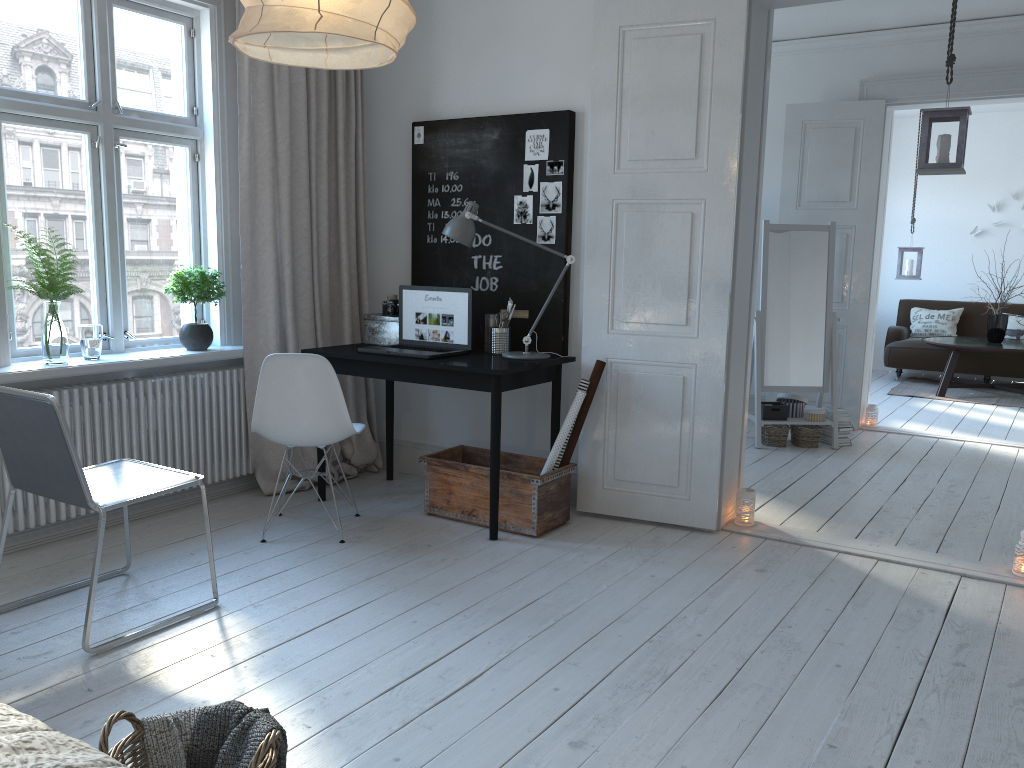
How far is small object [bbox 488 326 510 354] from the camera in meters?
4.2 m

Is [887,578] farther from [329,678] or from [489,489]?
[329,678]

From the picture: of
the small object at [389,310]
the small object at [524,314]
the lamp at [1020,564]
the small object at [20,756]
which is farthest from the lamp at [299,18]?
the lamp at [1020,564]

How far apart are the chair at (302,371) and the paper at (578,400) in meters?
0.8

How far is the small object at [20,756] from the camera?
1.1 meters

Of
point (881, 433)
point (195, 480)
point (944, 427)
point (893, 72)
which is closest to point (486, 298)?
point (195, 480)

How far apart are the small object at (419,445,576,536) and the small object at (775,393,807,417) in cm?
252

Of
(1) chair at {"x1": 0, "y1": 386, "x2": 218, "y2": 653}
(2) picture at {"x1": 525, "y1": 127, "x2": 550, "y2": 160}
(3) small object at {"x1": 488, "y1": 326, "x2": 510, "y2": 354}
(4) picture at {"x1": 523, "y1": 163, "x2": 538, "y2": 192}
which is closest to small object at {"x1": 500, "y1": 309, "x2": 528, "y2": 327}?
(3) small object at {"x1": 488, "y1": 326, "x2": 510, "y2": 354}

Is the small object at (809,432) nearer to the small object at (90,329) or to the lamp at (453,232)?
the lamp at (453,232)

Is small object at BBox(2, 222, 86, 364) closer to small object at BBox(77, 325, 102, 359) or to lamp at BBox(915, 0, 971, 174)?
small object at BBox(77, 325, 102, 359)
